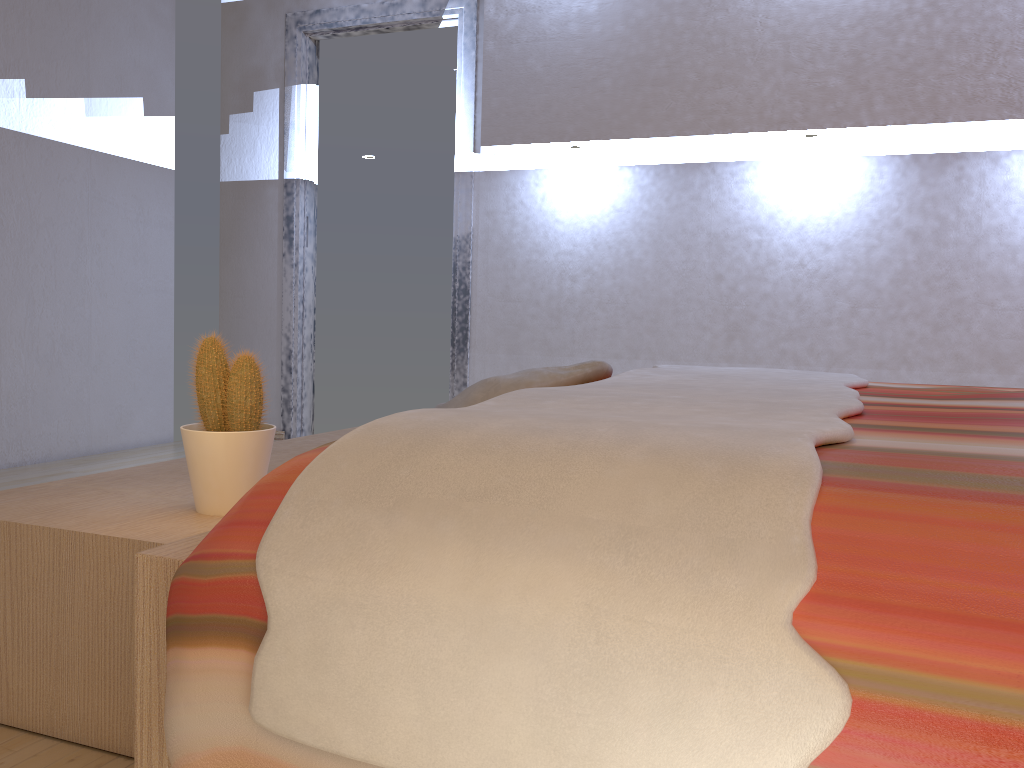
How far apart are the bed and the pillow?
0.11m

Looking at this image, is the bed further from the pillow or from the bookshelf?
the bookshelf

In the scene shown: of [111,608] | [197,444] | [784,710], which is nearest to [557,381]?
[197,444]

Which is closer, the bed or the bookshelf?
the bed

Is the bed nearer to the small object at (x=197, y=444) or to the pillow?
the pillow

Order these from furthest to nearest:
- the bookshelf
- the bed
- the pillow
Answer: the pillow
the bookshelf
the bed

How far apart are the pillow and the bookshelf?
0.37m

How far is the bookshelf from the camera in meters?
1.2 m

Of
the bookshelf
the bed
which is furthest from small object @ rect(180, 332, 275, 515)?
the bed

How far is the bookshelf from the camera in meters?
1.2
